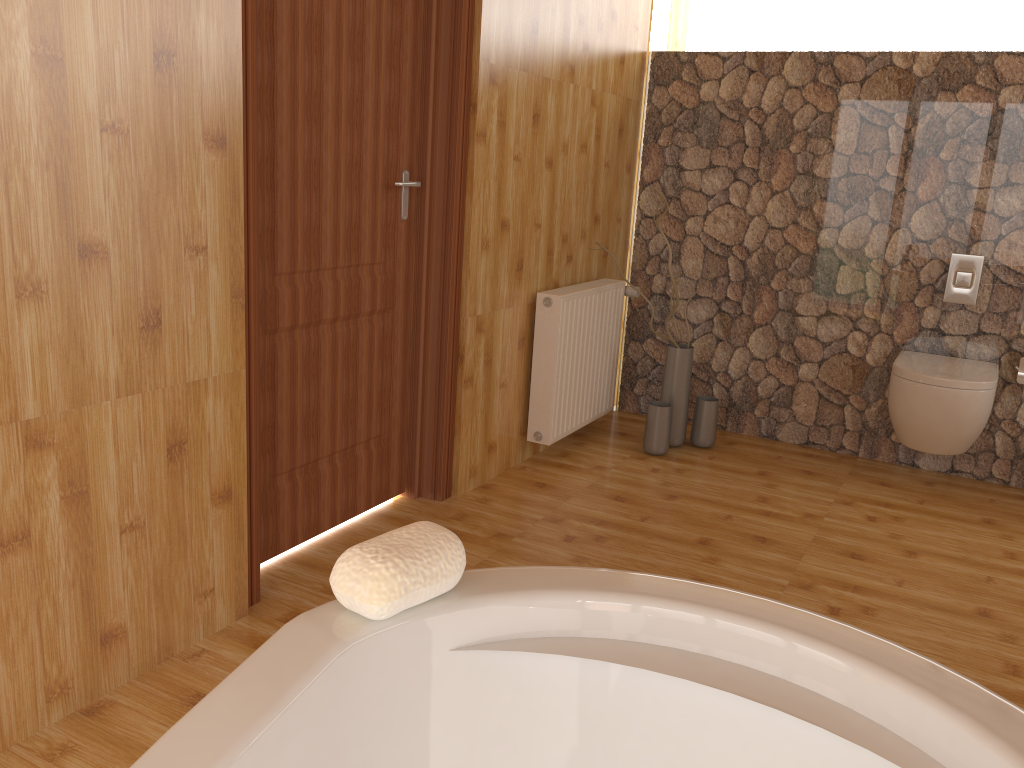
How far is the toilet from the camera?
3.3 meters

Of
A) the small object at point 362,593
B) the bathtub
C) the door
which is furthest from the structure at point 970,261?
the small object at point 362,593

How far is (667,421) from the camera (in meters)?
3.76

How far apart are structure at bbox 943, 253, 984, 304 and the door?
2.2m

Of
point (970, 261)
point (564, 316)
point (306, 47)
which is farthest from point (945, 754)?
point (970, 261)

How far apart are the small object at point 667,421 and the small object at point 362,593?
2.80m

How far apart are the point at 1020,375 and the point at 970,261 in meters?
0.5 m

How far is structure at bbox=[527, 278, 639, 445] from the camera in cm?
344

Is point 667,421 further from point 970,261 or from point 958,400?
point 970,261

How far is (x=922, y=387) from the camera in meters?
3.3 m
